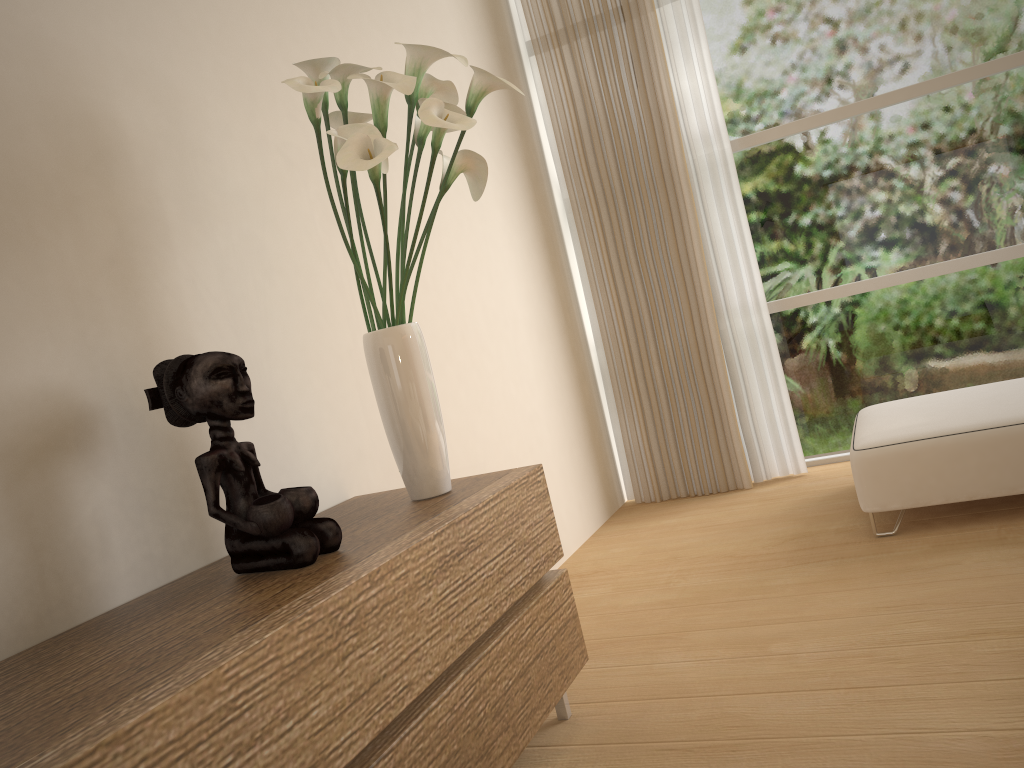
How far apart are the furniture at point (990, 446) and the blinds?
0.6 meters

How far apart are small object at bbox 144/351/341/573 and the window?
3.3 meters

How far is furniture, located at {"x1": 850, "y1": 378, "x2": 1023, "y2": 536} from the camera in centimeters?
296cm

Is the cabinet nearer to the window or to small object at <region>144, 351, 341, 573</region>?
small object at <region>144, 351, 341, 573</region>

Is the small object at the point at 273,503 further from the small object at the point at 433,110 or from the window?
the window

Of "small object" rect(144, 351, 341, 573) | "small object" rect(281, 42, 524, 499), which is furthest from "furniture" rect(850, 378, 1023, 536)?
"small object" rect(144, 351, 341, 573)

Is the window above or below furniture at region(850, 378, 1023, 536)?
above

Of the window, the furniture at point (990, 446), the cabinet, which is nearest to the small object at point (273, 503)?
the cabinet

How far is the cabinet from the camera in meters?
1.1

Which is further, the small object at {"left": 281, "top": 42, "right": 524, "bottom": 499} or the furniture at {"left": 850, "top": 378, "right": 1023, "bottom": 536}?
the furniture at {"left": 850, "top": 378, "right": 1023, "bottom": 536}
